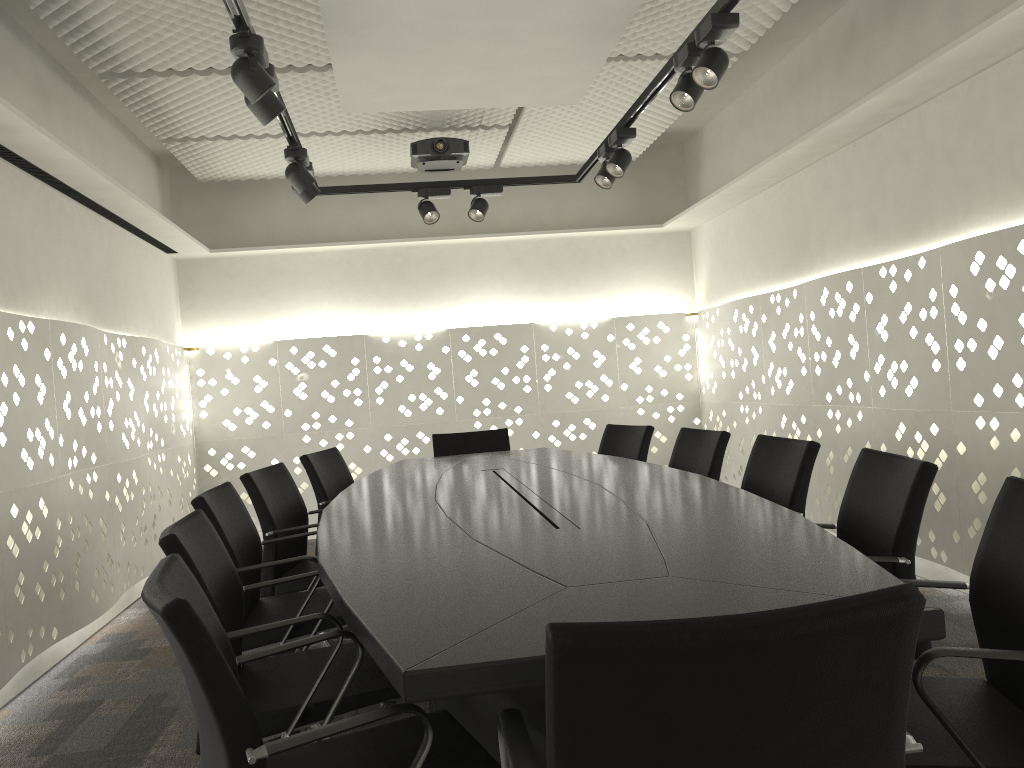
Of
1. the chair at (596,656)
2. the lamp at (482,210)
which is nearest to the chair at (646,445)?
the lamp at (482,210)

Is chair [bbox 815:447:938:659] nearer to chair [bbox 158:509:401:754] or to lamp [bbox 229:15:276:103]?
chair [bbox 158:509:401:754]

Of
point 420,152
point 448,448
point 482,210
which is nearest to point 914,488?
point 448,448

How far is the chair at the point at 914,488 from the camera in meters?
2.0

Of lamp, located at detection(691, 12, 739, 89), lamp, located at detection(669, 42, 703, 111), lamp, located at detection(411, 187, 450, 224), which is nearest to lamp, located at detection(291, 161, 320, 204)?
lamp, located at detection(411, 187, 450, 224)

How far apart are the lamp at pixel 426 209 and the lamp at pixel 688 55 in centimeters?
192cm

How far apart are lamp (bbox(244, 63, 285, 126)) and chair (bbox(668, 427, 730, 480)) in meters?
2.0

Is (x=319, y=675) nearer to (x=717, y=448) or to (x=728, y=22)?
(x=717, y=448)

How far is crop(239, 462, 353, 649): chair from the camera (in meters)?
3.12

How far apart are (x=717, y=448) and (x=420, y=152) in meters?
2.5 m
